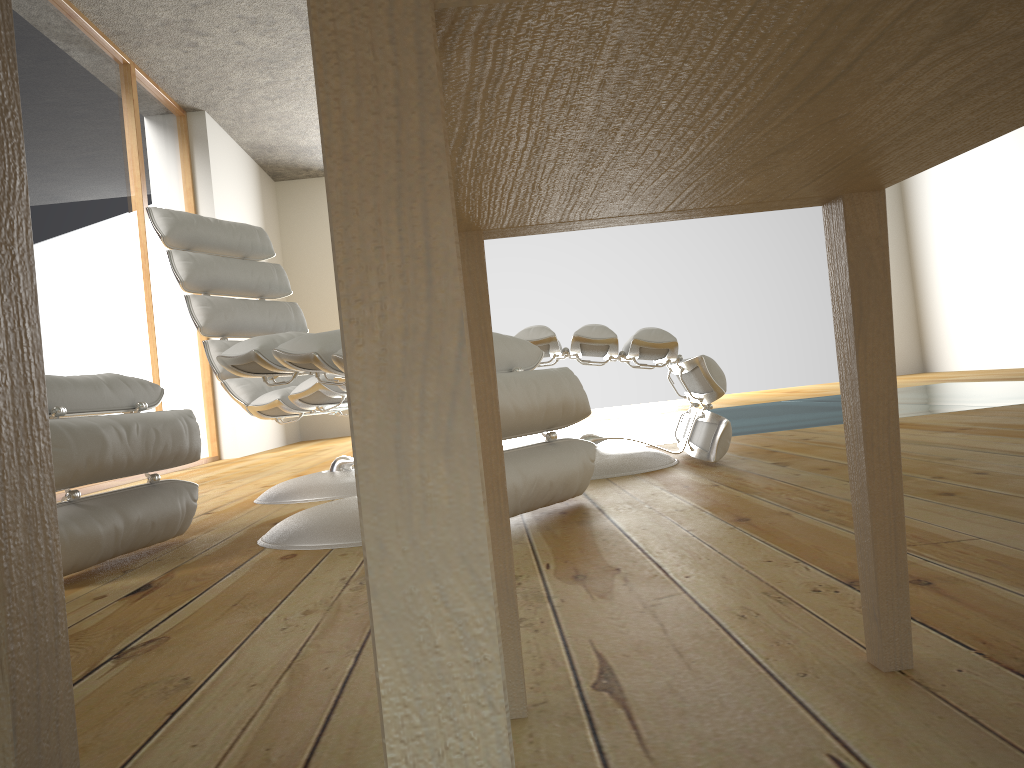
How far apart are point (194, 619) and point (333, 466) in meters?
1.6 m

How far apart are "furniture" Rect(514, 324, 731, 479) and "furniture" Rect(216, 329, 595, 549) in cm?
36

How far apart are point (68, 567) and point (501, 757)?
1.5 meters

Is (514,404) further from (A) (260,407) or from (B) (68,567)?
(A) (260,407)

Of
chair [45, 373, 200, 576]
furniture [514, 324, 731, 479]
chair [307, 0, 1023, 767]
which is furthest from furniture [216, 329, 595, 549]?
chair [307, 0, 1023, 767]

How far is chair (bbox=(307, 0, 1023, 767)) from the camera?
0.3 meters

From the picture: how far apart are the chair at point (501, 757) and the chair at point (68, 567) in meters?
1.1

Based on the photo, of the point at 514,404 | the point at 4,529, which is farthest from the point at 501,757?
the point at 514,404

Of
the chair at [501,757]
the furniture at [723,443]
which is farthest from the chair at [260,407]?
the chair at [501,757]

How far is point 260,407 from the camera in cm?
265
